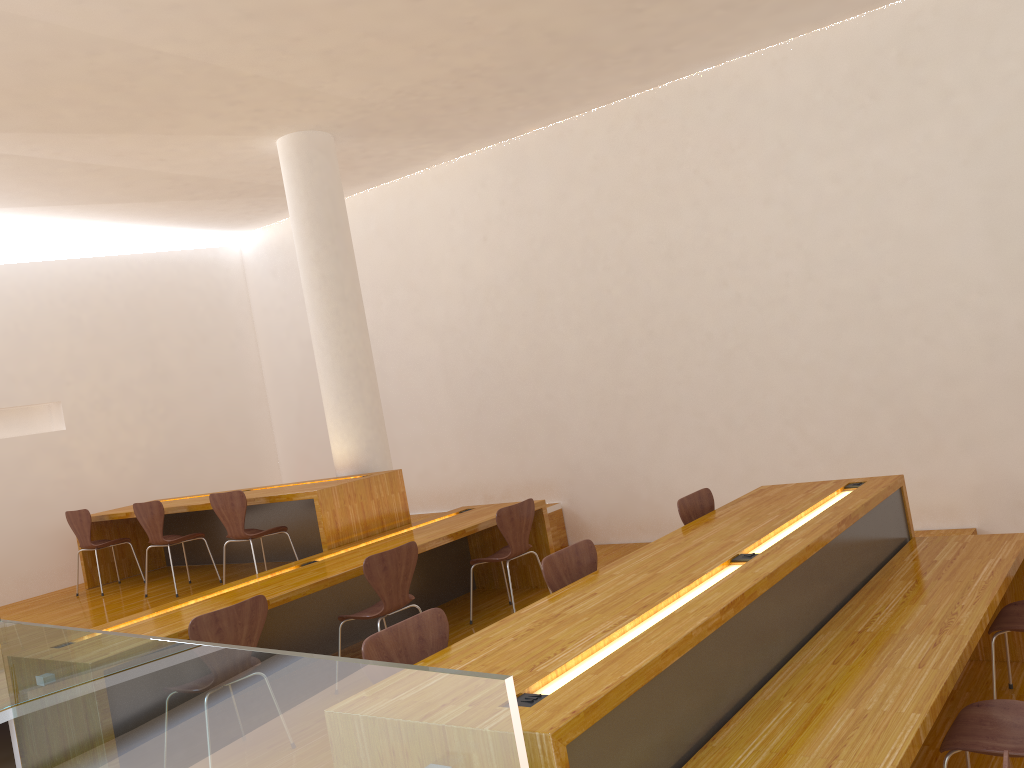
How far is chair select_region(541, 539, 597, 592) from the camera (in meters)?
3.55

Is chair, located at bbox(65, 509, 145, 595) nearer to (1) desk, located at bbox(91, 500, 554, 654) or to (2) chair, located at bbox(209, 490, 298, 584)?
(2) chair, located at bbox(209, 490, 298, 584)

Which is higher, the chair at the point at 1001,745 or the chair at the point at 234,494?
the chair at the point at 234,494

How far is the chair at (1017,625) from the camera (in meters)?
3.64

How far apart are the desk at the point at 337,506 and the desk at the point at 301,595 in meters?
0.1

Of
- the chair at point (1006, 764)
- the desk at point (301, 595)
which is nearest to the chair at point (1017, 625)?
the chair at point (1006, 764)

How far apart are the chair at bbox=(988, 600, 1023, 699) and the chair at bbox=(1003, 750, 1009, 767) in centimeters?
183cm

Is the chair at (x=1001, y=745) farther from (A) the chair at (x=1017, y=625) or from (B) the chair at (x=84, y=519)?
(B) the chair at (x=84, y=519)

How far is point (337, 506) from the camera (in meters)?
5.65

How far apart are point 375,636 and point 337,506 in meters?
2.9 m
